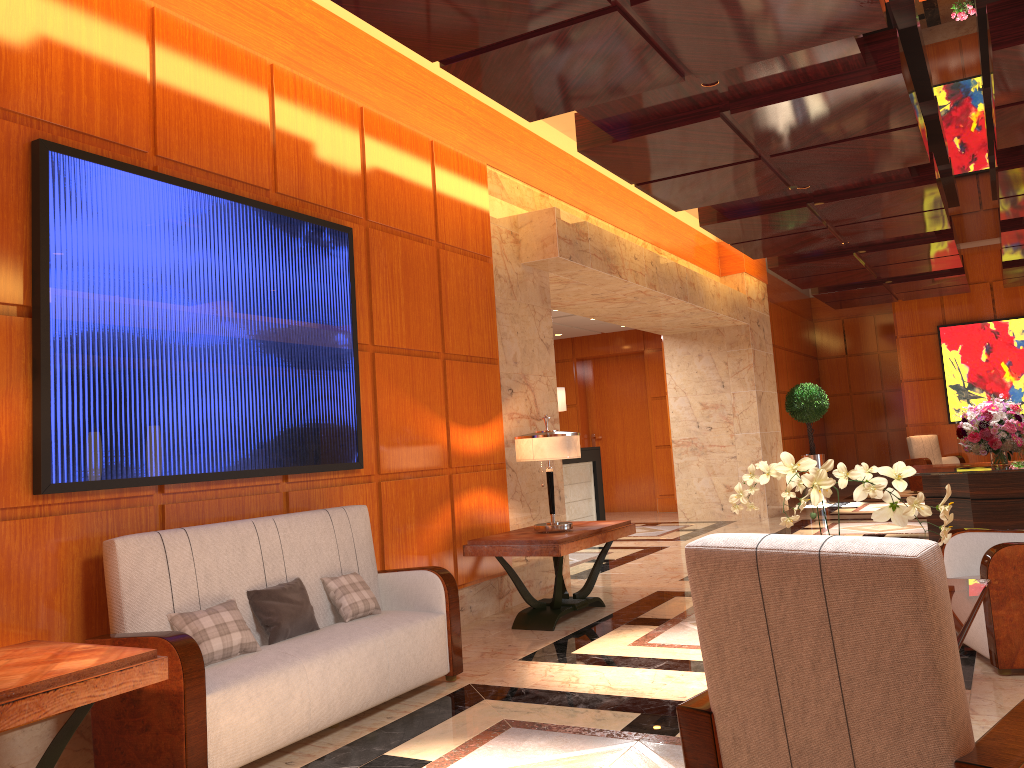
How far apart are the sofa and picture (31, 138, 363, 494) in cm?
27

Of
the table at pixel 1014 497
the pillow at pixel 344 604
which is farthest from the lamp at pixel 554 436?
the table at pixel 1014 497

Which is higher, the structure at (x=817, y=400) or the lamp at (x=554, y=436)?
the structure at (x=817, y=400)

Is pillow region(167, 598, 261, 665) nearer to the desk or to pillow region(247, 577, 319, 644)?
pillow region(247, 577, 319, 644)

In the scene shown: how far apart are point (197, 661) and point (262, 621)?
0.7m

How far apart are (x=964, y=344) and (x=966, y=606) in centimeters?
1366cm

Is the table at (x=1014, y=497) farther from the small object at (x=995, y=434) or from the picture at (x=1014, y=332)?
the picture at (x=1014, y=332)

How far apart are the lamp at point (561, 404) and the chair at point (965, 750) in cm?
971

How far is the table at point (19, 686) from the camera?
2.6m

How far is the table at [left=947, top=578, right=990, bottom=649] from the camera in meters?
3.1
